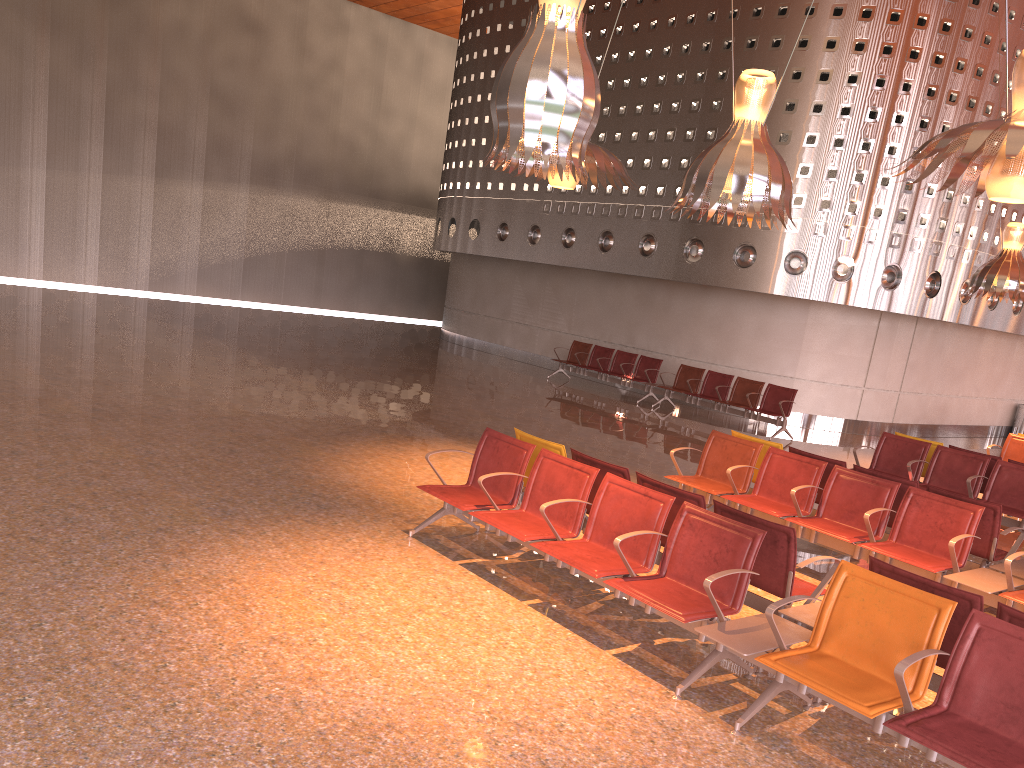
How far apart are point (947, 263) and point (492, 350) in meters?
10.6

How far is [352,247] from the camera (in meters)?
28.41
